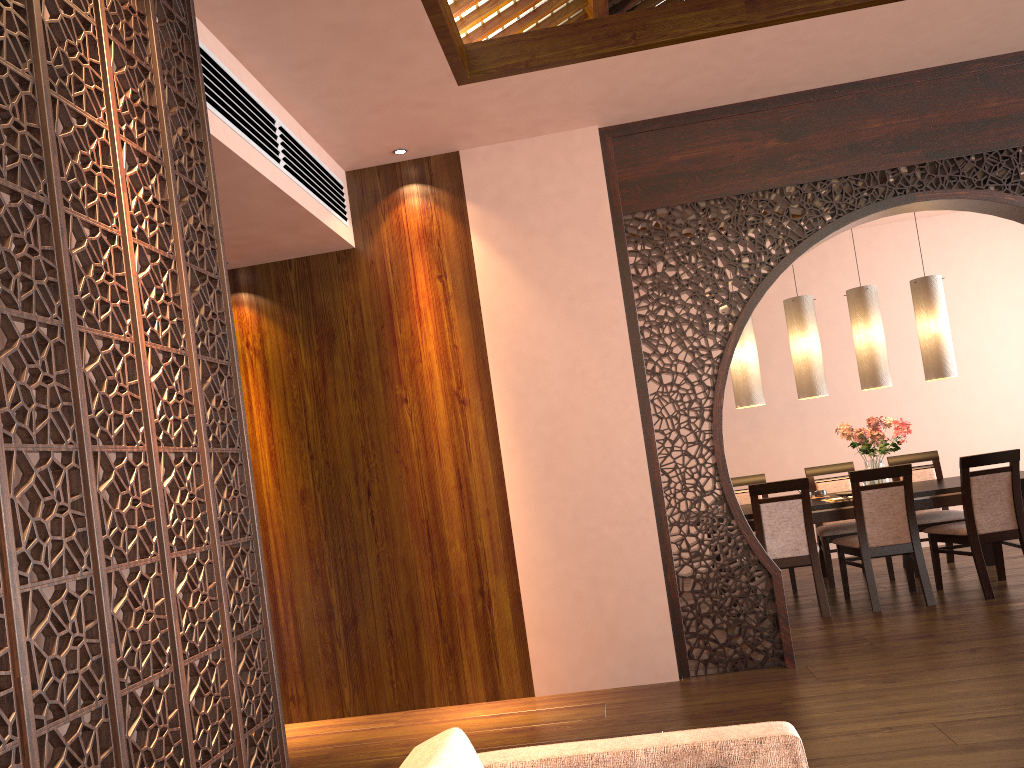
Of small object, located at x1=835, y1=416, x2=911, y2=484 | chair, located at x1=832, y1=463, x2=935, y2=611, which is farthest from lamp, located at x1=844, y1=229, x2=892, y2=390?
chair, located at x1=832, y1=463, x2=935, y2=611

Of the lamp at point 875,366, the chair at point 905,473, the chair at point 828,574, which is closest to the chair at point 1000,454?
the chair at point 905,473

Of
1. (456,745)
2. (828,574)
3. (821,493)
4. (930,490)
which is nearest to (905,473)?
(930,490)

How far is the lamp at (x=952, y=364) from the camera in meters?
5.9

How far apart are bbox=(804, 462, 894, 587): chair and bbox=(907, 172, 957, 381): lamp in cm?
99

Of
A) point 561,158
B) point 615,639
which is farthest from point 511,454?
point 561,158

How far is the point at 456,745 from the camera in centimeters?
151cm

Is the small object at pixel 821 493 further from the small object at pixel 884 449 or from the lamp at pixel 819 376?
the lamp at pixel 819 376

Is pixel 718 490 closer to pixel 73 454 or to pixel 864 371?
pixel 864 371

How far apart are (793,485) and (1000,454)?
1.2m
